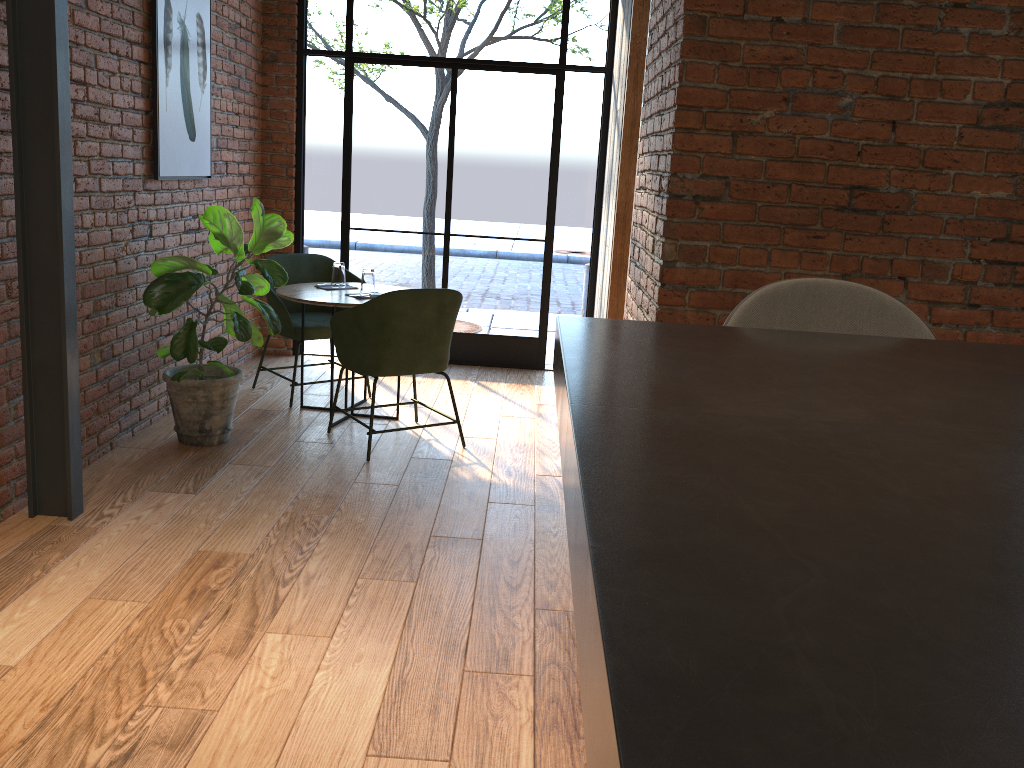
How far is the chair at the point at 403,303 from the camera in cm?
413

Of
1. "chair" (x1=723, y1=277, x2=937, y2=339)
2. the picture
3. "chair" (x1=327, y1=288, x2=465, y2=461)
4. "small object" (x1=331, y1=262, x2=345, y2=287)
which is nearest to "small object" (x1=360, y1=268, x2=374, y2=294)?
"small object" (x1=331, y1=262, x2=345, y2=287)

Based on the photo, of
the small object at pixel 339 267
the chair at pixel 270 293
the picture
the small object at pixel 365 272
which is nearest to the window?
the chair at pixel 270 293

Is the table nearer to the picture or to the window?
the picture

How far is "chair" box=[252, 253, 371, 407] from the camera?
5.0 meters

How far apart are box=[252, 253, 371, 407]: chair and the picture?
0.6 meters

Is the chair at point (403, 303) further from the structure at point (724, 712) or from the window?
the structure at point (724, 712)

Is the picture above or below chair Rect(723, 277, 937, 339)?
above

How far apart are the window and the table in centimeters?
118cm

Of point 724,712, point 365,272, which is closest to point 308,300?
point 365,272
